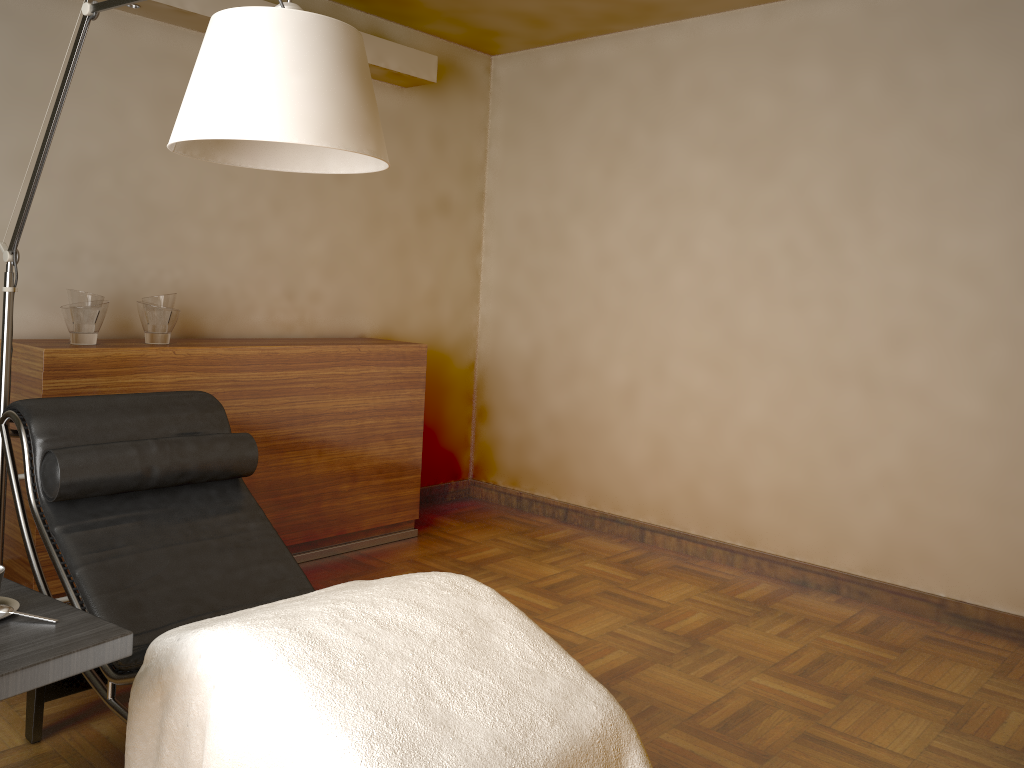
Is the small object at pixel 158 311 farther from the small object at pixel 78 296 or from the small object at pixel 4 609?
the small object at pixel 4 609

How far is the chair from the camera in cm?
215

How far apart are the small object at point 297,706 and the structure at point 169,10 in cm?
231

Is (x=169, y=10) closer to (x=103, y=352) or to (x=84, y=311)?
(x=84, y=311)

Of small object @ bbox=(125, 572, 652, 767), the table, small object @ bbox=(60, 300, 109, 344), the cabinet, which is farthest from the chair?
small object @ bbox=(60, 300, 109, 344)

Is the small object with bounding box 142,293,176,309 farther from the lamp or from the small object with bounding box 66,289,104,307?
the lamp

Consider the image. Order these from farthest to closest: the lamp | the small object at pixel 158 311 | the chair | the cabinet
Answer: the small object at pixel 158 311 < the cabinet < the chair < the lamp

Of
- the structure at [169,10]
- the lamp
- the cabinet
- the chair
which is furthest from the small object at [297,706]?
the structure at [169,10]

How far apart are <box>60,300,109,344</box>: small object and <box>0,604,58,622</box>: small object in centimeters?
162cm

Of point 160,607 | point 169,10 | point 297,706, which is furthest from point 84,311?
point 297,706
